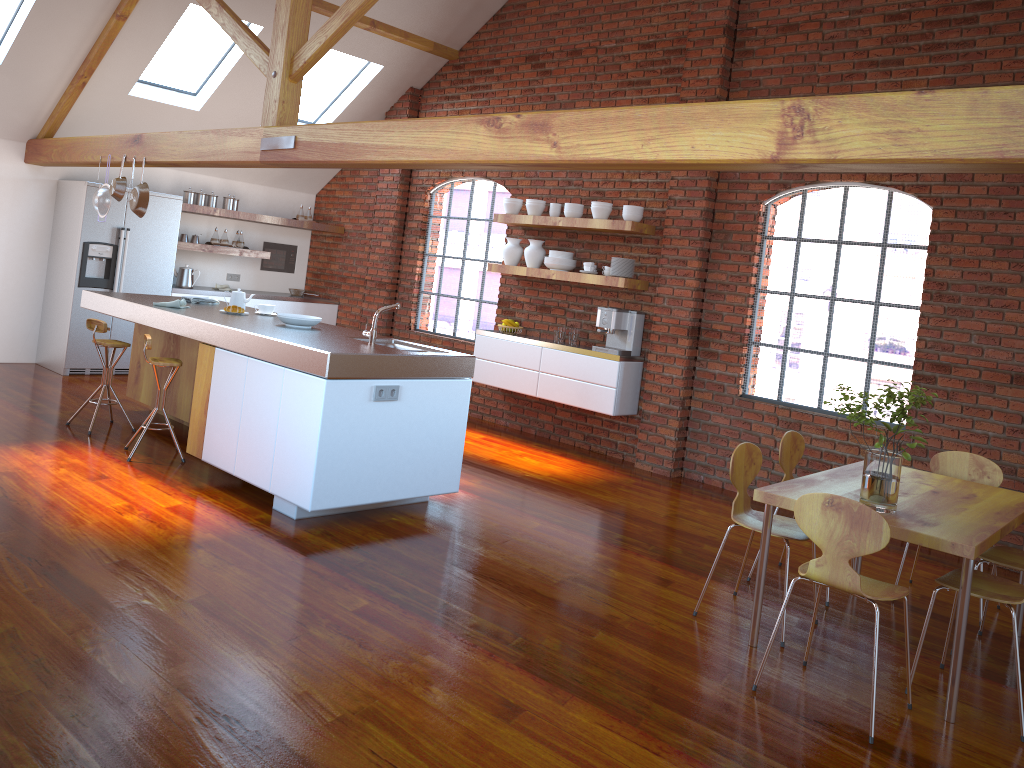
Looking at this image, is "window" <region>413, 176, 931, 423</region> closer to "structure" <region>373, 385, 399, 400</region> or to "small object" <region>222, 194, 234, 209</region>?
"small object" <region>222, 194, 234, 209</region>

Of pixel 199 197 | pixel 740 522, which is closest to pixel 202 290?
pixel 199 197

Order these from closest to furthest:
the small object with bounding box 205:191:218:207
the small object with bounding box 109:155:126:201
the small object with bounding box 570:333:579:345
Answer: the small object with bounding box 109:155:126:201, the small object with bounding box 570:333:579:345, the small object with bounding box 205:191:218:207

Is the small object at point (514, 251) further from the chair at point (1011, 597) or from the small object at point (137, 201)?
the chair at point (1011, 597)

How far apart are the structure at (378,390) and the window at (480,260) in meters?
3.8 m

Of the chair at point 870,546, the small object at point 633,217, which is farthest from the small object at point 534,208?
the chair at point 870,546

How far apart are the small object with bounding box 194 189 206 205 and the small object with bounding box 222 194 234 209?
0.2m

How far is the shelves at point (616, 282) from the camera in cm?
695

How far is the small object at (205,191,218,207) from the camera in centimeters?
900cm

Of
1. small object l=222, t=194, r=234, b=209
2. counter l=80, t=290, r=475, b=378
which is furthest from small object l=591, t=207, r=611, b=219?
small object l=222, t=194, r=234, b=209
